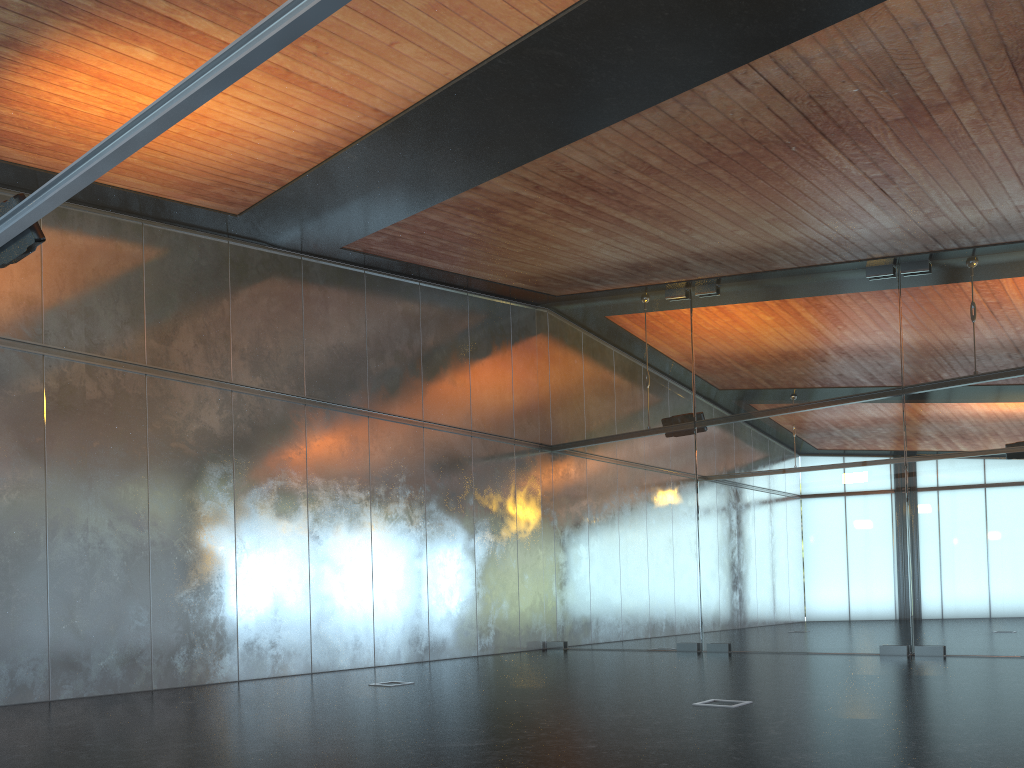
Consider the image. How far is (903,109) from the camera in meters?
8.3
